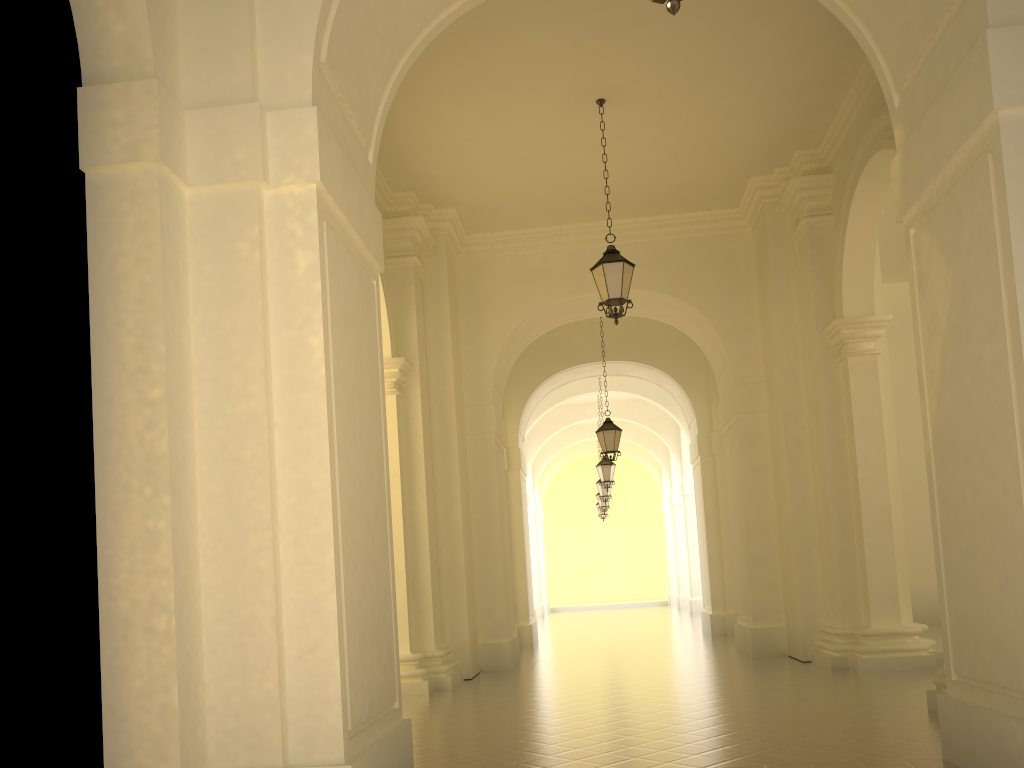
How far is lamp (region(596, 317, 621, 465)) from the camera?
15.9m

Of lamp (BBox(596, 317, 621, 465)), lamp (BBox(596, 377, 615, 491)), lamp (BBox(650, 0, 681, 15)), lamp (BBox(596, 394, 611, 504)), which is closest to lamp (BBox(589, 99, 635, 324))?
lamp (BBox(596, 317, 621, 465))

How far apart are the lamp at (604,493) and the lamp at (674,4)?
21.80m

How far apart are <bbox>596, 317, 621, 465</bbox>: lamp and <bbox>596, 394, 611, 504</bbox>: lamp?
8.9 meters

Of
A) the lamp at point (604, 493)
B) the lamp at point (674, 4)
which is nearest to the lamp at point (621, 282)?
the lamp at point (674, 4)

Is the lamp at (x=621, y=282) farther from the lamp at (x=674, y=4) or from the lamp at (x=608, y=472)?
the lamp at (x=608, y=472)

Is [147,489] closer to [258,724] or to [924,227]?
[258,724]

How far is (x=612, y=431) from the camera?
15.87m

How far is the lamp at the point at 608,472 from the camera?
20.79m

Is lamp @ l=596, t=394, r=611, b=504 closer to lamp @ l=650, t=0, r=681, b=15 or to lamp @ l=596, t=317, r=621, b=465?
lamp @ l=596, t=317, r=621, b=465
